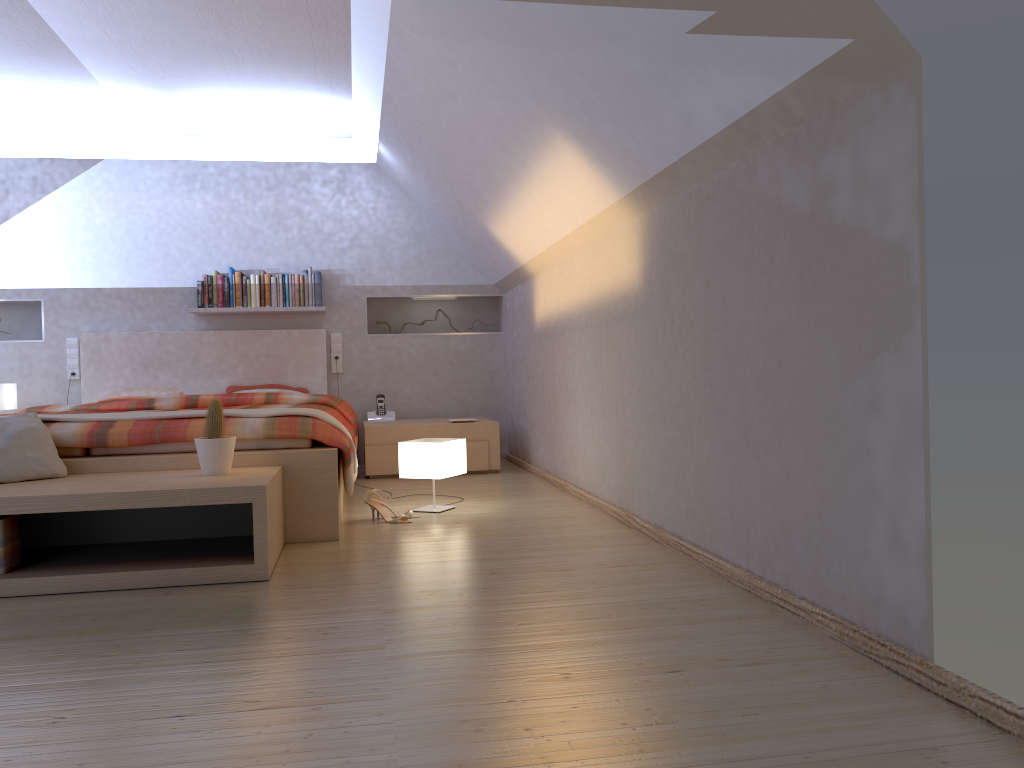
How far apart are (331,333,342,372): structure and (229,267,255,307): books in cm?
62

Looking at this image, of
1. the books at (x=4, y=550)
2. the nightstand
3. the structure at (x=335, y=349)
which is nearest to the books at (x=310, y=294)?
the structure at (x=335, y=349)

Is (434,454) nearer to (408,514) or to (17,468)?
(408,514)

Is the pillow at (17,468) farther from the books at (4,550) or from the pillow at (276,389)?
the pillow at (276,389)

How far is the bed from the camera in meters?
3.4

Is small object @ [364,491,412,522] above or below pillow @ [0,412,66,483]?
below

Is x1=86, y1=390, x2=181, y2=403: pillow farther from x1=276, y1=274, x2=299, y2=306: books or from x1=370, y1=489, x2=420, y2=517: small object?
x1=370, y1=489, x2=420, y2=517: small object

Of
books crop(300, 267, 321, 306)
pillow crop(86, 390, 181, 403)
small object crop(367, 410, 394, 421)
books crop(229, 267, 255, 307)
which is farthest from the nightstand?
pillow crop(86, 390, 181, 403)

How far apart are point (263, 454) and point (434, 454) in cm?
88

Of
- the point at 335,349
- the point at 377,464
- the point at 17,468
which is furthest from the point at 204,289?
the point at 17,468
